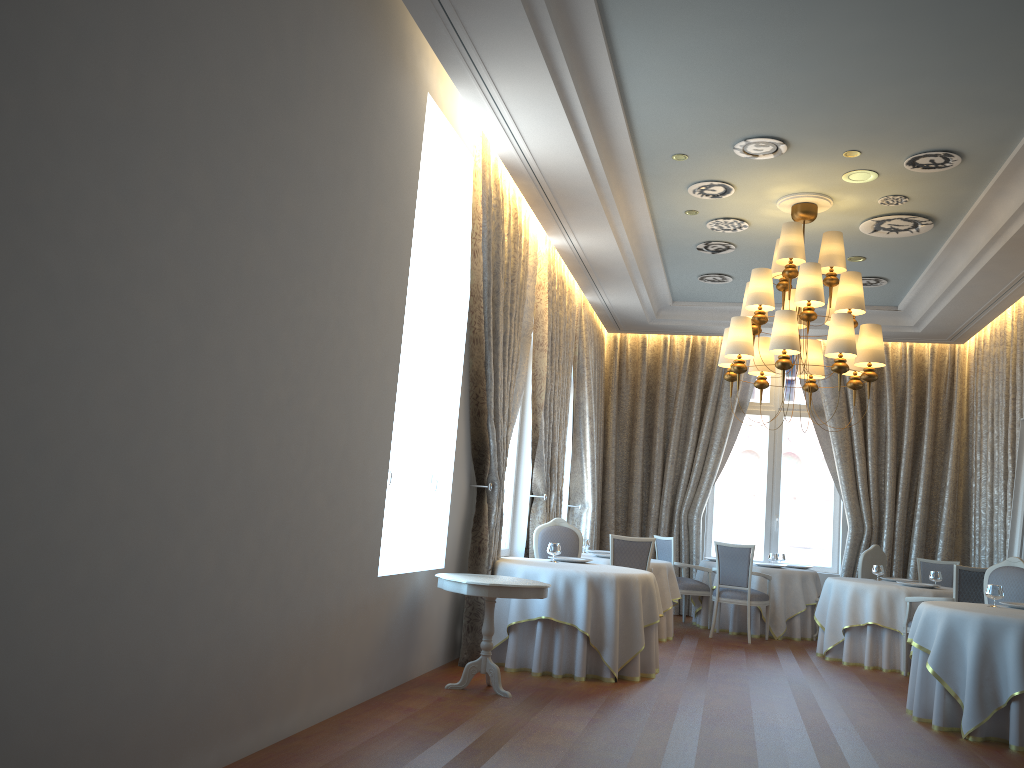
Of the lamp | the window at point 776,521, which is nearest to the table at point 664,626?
the lamp

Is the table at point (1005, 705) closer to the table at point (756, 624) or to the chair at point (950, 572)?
the table at point (756, 624)

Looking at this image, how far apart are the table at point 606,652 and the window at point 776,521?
5.7m

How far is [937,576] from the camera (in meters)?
9.26

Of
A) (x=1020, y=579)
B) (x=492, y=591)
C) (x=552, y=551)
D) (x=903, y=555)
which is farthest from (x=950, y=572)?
(x=492, y=591)

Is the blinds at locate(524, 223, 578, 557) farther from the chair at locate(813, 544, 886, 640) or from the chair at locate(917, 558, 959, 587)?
the chair at locate(917, 558, 959, 587)

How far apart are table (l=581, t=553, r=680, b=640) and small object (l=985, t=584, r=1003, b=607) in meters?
3.6

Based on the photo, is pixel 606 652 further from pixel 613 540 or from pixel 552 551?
pixel 613 540

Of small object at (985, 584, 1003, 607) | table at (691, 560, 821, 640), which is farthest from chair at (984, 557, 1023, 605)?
table at (691, 560, 821, 640)

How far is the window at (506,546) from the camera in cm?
965
